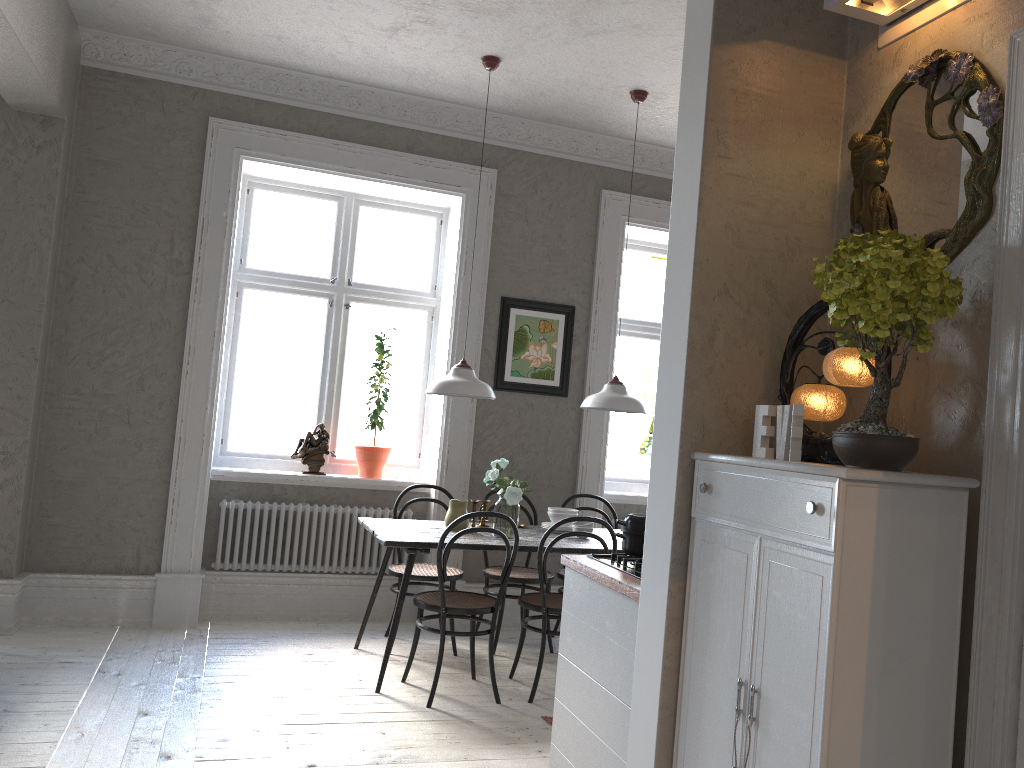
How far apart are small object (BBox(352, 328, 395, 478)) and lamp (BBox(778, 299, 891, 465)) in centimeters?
363cm

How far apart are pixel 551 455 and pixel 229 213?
2.5m

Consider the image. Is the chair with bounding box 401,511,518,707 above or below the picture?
below

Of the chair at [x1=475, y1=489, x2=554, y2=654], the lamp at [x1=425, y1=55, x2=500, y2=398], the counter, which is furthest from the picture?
the counter

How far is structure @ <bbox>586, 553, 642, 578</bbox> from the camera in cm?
304

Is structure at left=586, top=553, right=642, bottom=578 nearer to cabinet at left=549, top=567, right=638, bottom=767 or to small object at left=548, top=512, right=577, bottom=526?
cabinet at left=549, top=567, right=638, bottom=767

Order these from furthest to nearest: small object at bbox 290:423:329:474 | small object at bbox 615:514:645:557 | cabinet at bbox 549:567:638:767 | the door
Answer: small object at bbox 290:423:329:474 → small object at bbox 615:514:645:557 → cabinet at bbox 549:567:638:767 → the door

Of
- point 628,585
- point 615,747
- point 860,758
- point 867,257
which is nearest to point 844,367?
point 867,257

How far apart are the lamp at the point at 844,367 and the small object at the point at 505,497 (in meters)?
2.27

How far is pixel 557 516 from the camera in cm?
507
